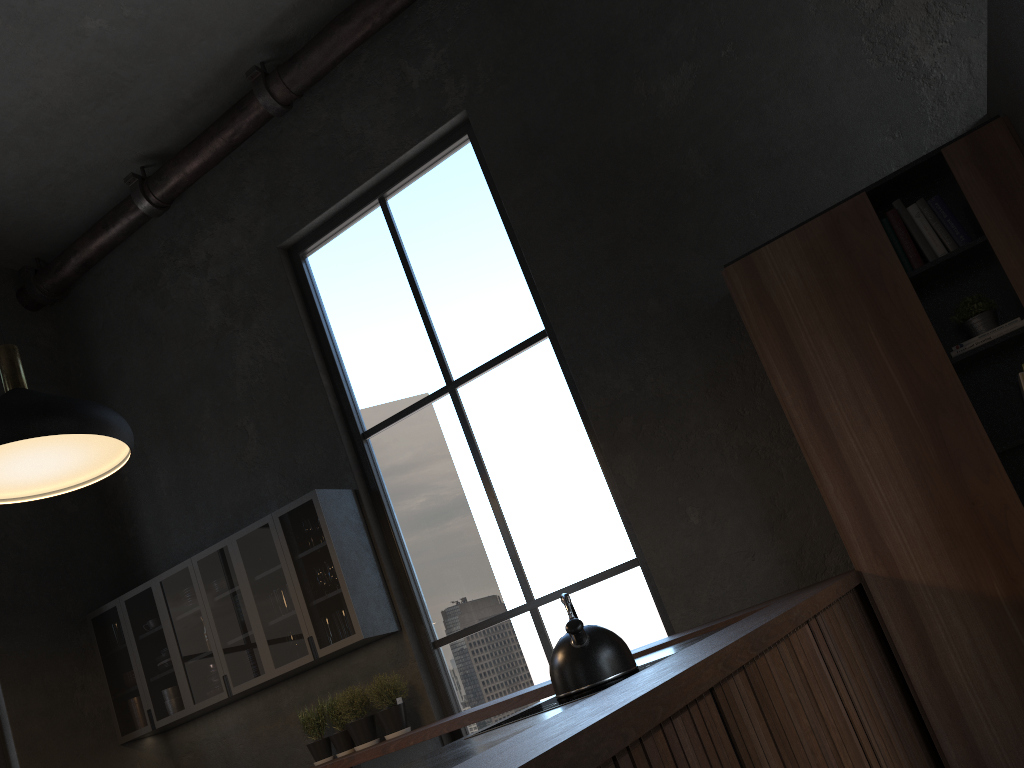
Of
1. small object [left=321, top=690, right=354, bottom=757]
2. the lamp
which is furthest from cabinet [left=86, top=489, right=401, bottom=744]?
the lamp

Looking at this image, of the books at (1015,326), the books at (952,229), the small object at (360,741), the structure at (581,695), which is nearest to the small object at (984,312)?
the books at (1015,326)

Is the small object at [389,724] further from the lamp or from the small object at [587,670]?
the small object at [587,670]

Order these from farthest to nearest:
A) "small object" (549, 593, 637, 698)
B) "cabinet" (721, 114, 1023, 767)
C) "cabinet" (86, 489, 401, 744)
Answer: "cabinet" (86, 489, 401, 744)
"cabinet" (721, 114, 1023, 767)
"small object" (549, 593, 637, 698)

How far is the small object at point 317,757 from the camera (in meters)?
4.88

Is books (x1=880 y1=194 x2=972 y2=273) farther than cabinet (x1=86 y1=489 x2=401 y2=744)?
No

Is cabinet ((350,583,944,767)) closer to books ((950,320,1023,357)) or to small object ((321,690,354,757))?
small object ((321,690,354,757))

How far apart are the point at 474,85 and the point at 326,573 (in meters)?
2.84

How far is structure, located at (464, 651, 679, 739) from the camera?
2.23m

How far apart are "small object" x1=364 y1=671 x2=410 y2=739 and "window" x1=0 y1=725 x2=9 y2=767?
2.1 meters
